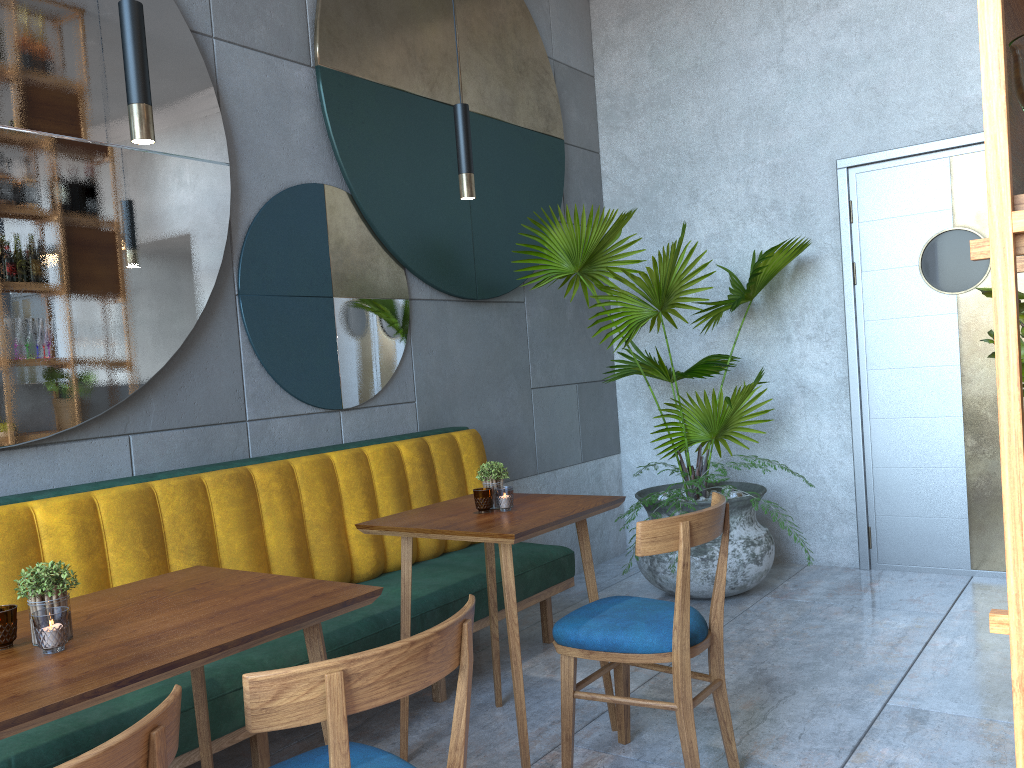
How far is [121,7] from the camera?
1.8m

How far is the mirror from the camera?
2.6m

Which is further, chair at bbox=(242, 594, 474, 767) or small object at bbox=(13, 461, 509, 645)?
small object at bbox=(13, 461, 509, 645)

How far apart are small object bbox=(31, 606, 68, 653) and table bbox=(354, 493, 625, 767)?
1.08m

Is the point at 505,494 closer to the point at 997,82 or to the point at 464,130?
the point at 464,130

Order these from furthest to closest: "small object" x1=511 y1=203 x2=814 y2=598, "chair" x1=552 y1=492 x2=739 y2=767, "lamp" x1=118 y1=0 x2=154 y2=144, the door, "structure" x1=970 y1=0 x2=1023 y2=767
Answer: the door → "small object" x1=511 y1=203 x2=814 y2=598 → "chair" x1=552 y1=492 x2=739 y2=767 → "lamp" x1=118 y1=0 x2=154 y2=144 → "structure" x1=970 y1=0 x2=1023 y2=767

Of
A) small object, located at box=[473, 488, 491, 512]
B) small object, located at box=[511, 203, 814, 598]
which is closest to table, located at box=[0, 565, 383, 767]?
small object, located at box=[473, 488, 491, 512]

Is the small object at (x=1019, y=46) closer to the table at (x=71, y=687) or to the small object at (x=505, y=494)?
the table at (x=71, y=687)

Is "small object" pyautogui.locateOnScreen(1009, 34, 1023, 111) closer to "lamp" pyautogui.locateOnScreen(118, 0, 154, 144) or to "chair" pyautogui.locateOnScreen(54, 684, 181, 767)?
"chair" pyautogui.locateOnScreen(54, 684, 181, 767)

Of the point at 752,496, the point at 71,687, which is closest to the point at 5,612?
the point at 71,687
